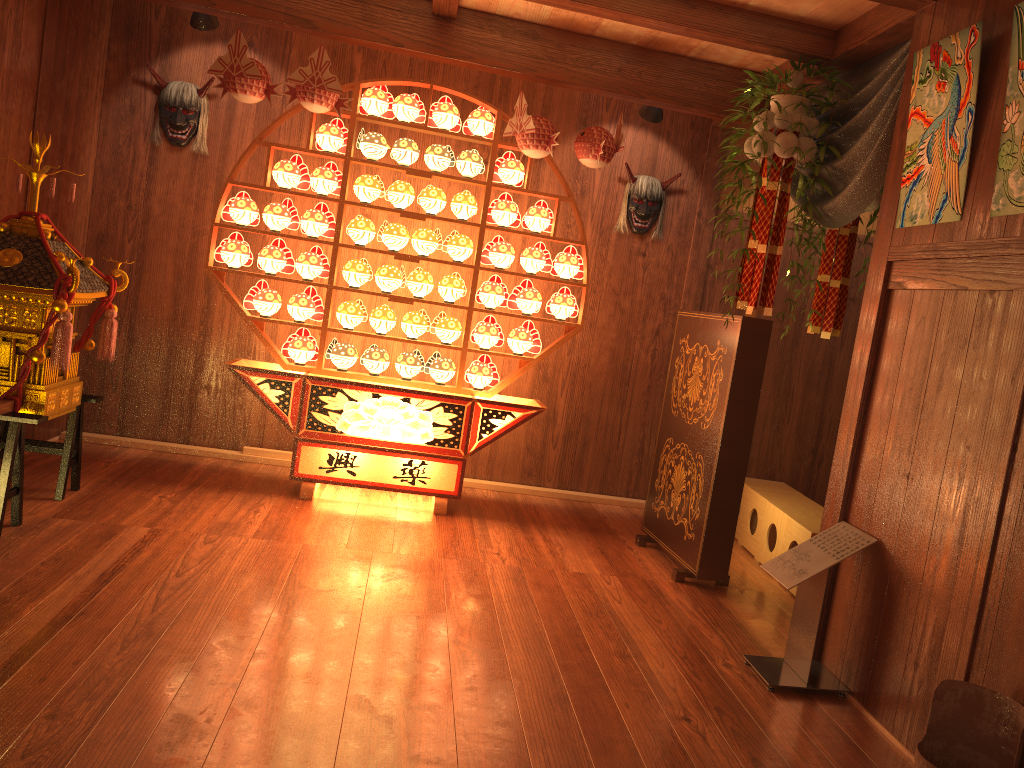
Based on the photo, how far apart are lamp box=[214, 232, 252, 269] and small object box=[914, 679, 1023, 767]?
3.68m

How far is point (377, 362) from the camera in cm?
469

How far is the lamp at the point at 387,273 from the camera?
4.65m

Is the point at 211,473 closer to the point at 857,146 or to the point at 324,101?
the point at 324,101

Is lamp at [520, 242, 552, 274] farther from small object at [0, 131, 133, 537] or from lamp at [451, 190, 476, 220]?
small object at [0, 131, 133, 537]

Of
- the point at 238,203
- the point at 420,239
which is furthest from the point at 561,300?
the point at 238,203

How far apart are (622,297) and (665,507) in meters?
1.5

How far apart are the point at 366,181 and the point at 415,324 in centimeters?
78cm

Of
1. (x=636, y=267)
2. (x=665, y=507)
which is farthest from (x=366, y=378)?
(x=636, y=267)

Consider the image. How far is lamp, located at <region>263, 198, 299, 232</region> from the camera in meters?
4.6
